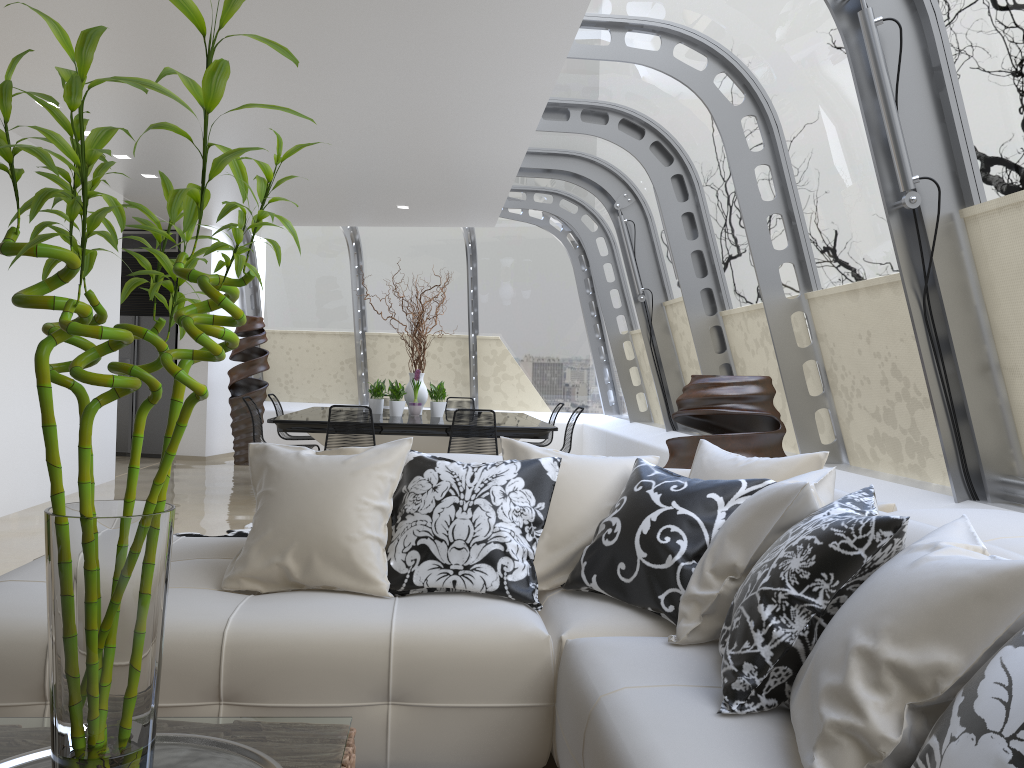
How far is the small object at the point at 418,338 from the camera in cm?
906

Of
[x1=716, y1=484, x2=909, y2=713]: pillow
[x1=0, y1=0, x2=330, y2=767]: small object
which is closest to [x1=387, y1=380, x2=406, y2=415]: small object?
[x1=716, y1=484, x2=909, y2=713]: pillow

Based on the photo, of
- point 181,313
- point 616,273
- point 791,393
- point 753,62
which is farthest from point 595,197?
point 181,313

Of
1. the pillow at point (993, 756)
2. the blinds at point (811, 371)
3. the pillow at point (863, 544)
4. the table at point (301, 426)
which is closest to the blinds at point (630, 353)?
the table at point (301, 426)

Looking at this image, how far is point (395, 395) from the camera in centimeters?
868cm

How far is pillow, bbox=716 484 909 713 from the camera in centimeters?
183cm

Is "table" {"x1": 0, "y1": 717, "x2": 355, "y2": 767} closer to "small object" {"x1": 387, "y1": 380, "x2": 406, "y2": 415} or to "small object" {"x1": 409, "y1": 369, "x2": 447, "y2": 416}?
"small object" {"x1": 387, "y1": 380, "x2": 406, "y2": 415}

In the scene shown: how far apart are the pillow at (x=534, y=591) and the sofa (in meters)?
0.02

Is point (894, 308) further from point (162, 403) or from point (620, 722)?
point (162, 403)

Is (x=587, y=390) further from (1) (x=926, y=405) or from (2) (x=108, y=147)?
(1) (x=926, y=405)
